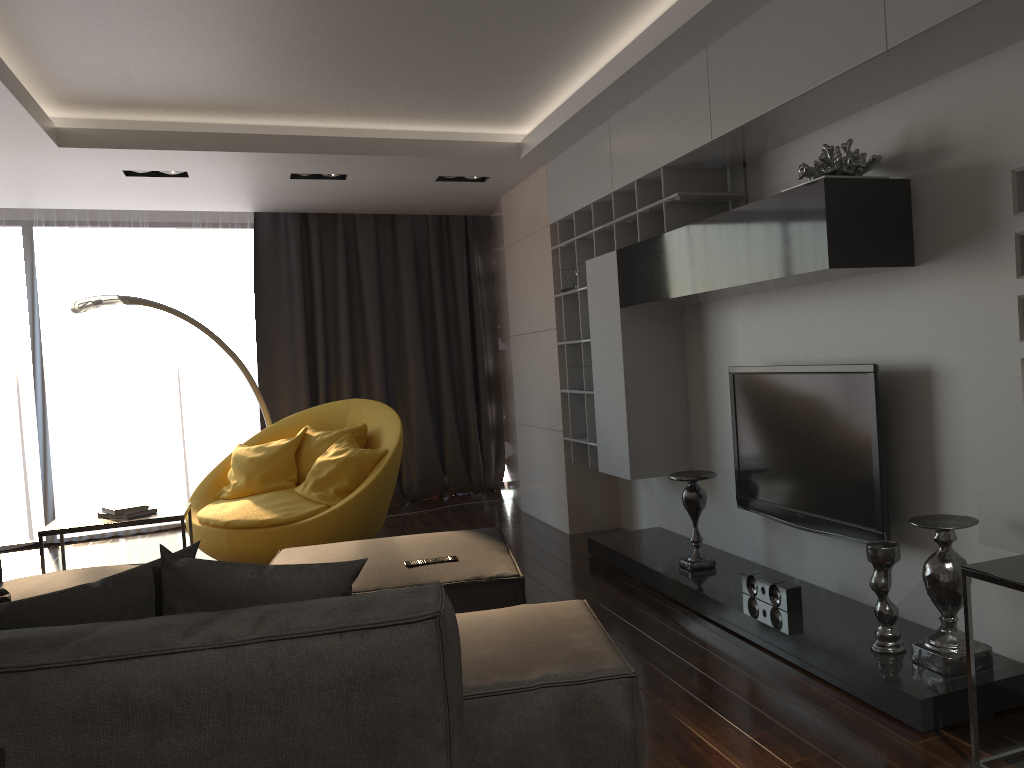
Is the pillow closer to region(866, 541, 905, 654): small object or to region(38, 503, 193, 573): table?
region(38, 503, 193, 573): table

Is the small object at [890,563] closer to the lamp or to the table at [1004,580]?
the table at [1004,580]

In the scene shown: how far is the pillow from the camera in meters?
2.1

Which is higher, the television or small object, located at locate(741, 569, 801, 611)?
the television

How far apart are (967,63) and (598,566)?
3.2m

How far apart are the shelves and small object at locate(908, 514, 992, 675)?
1.9m

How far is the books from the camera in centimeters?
441cm

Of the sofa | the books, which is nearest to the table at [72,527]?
the books

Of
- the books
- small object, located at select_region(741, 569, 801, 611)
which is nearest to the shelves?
small object, located at select_region(741, 569, 801, 611)

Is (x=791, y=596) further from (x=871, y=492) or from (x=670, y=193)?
(x=670, y=193)
